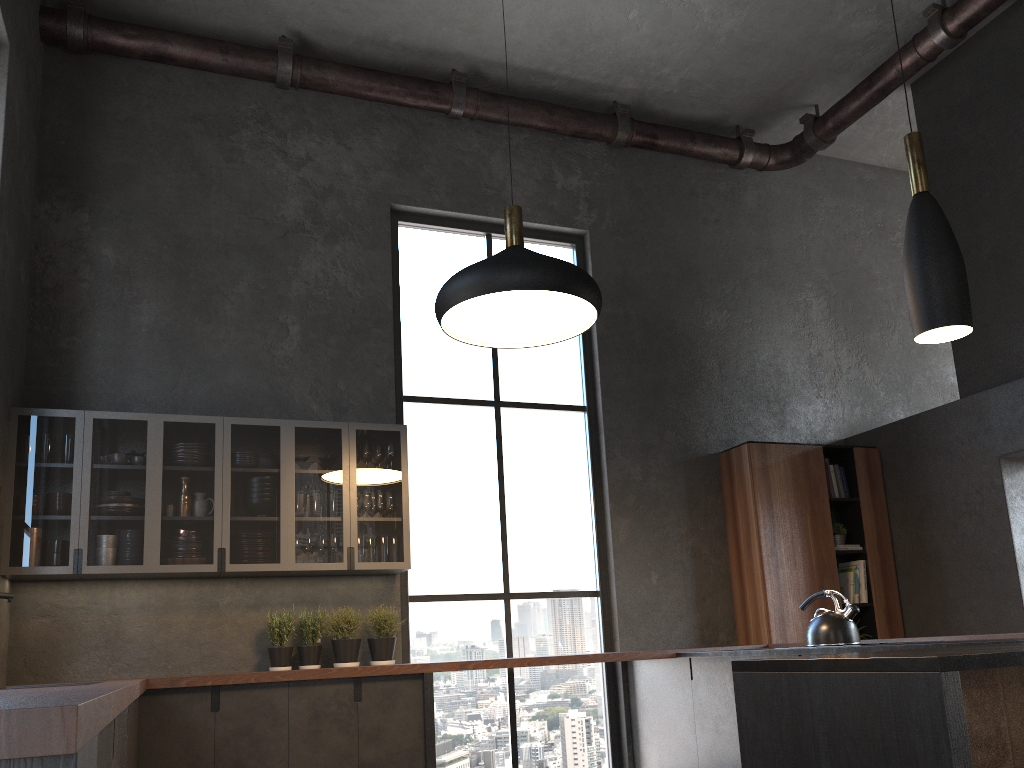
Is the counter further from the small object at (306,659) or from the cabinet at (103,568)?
the cabinet at (103,568)

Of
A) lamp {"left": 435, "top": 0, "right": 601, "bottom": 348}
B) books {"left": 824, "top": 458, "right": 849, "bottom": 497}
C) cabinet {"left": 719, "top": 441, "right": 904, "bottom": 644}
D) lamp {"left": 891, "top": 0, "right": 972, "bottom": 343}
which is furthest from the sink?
books {"left": 824, "top": 458, "right": 849, "bottom": 497}

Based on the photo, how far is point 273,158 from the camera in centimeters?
588cm

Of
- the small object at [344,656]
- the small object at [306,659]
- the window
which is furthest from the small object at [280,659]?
the window

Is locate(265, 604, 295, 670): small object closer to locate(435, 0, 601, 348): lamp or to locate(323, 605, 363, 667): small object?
locate(323, 605, 363, 667): small object

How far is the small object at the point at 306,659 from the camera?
4.9 meters

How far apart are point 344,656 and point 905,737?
3.7m

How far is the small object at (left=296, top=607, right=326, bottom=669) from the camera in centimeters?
489cm

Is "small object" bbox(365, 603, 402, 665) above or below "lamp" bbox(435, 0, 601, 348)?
below

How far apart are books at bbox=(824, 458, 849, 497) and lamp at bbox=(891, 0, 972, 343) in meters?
4.1
